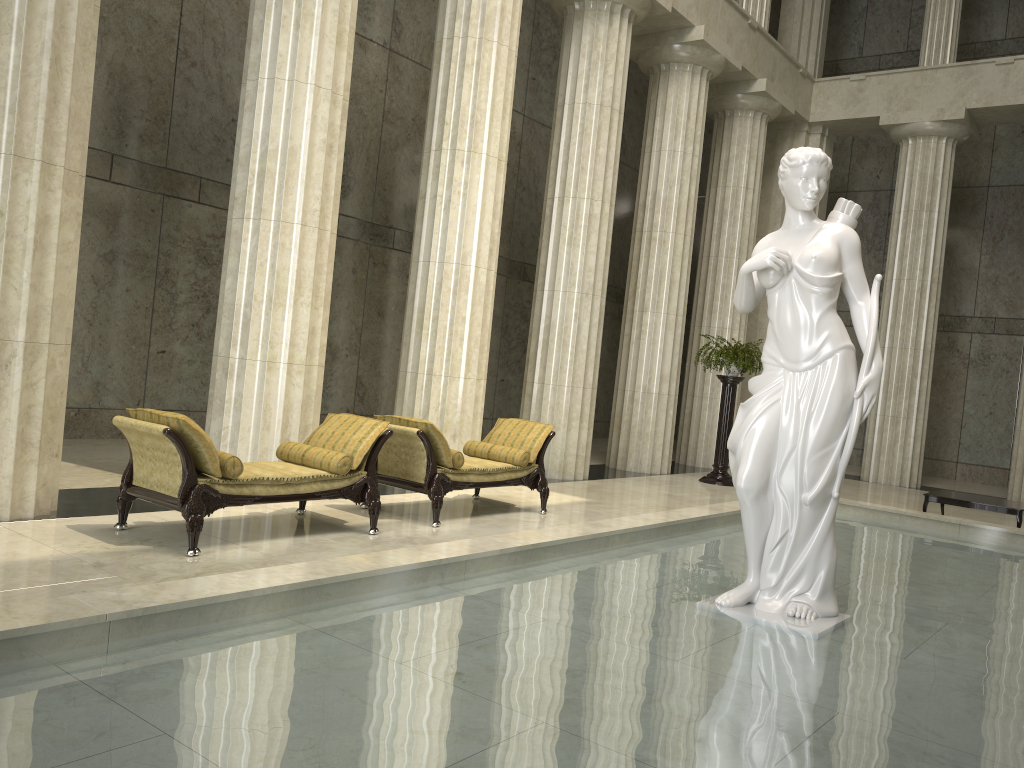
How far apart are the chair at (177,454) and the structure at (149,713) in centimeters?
157cm

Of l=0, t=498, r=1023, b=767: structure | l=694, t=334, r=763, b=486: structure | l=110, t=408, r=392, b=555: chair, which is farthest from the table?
l=110, t=408, r=392, b=555: chair

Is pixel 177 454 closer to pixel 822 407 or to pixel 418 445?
pixel 418 445

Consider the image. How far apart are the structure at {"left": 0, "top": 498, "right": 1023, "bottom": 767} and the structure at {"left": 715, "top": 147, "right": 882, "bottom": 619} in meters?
0.1

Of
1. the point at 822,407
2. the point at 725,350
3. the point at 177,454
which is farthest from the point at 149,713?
the point at 725,350

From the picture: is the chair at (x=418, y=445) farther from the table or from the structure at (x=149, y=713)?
the table

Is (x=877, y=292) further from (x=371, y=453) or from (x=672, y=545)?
(x=371, y=453)

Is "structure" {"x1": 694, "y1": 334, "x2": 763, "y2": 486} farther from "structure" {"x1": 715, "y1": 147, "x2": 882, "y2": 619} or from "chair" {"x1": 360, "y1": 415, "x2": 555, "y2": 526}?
"structure" {"x1": 715, "y1": 147, "x2": 882, "y2": 619}

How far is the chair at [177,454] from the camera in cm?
605

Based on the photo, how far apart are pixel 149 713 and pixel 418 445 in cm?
502
